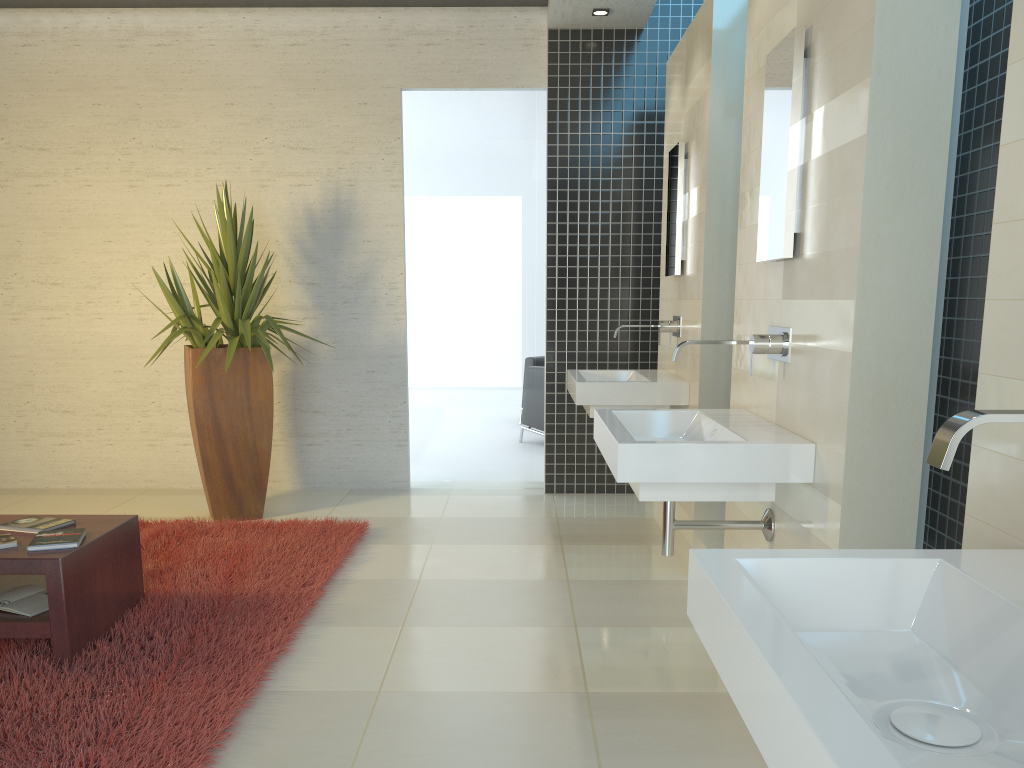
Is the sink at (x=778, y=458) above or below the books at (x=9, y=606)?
above

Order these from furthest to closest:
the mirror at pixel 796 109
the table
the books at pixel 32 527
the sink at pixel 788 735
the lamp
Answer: the lamp, the books at pixel 32 527, the table, the mirror at pixel 796 109, the sink at pixel 788 735

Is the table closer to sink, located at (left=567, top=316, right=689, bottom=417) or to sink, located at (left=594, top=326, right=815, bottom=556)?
sink, located at (left=594, top=326, right=815, bottom=556)

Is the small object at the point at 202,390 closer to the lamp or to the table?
the table

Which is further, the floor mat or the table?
the table

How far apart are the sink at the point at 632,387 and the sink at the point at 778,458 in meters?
1.2 m

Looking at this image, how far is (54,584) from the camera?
3.2m

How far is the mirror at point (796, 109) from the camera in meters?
2.7 m

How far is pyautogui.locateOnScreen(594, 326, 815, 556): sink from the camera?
2.6 meters

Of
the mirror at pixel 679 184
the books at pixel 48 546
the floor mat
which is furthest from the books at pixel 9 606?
the mirror at pixel 679 184
